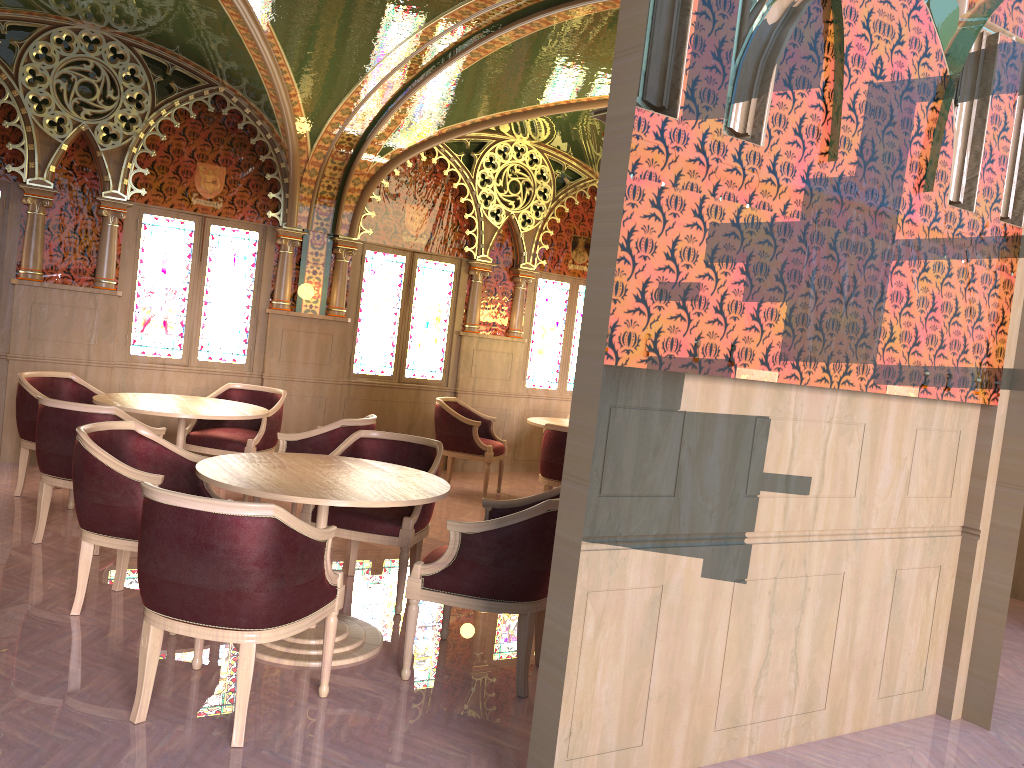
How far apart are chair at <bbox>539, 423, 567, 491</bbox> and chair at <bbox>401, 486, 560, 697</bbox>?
2.7m

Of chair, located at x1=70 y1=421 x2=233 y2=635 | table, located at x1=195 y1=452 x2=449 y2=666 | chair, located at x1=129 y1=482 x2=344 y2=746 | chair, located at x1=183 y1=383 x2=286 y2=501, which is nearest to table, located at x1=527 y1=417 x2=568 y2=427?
chair, located at x1=183 y1=383 x2=286 y2=501

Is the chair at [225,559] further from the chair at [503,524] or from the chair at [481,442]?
the chair at [481,442]

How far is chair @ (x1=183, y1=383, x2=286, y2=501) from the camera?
6.65m

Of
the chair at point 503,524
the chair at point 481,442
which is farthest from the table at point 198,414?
the chair at point 503,524

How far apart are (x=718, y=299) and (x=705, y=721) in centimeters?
157cm

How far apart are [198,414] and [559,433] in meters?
2.7

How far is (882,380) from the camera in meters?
3.5

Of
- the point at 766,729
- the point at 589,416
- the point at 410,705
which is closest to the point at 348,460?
the point at 410,705

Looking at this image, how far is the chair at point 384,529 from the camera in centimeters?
459cm
